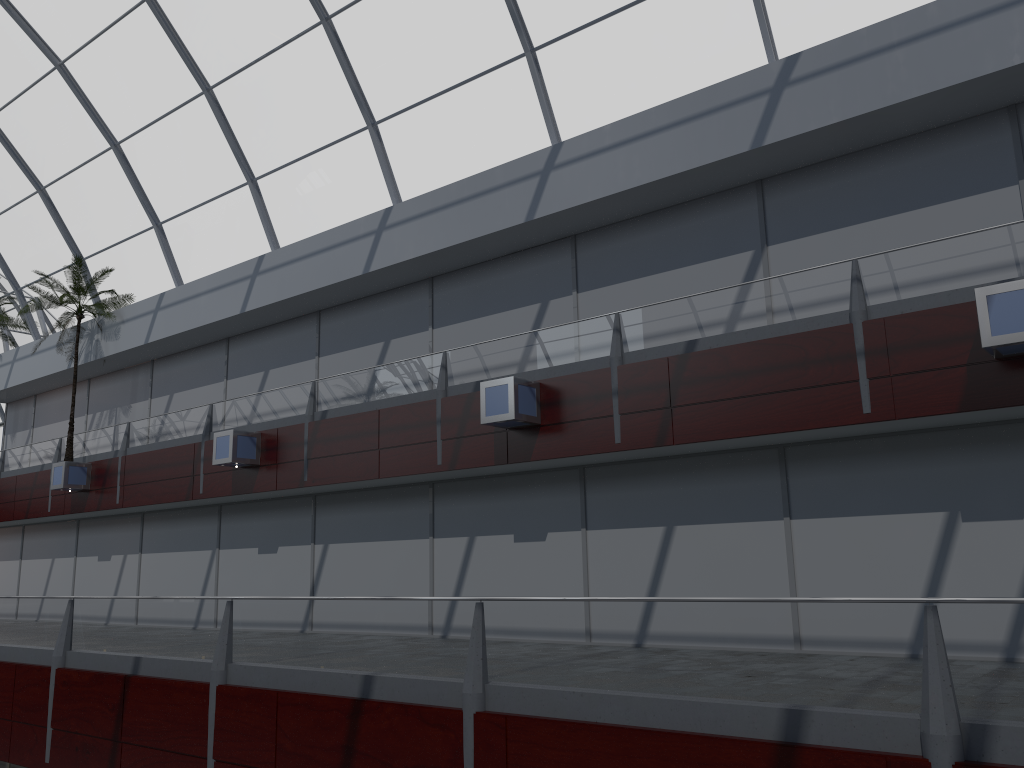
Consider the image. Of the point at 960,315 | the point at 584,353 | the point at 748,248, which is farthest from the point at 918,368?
the point at 584,353

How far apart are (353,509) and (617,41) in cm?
1497
